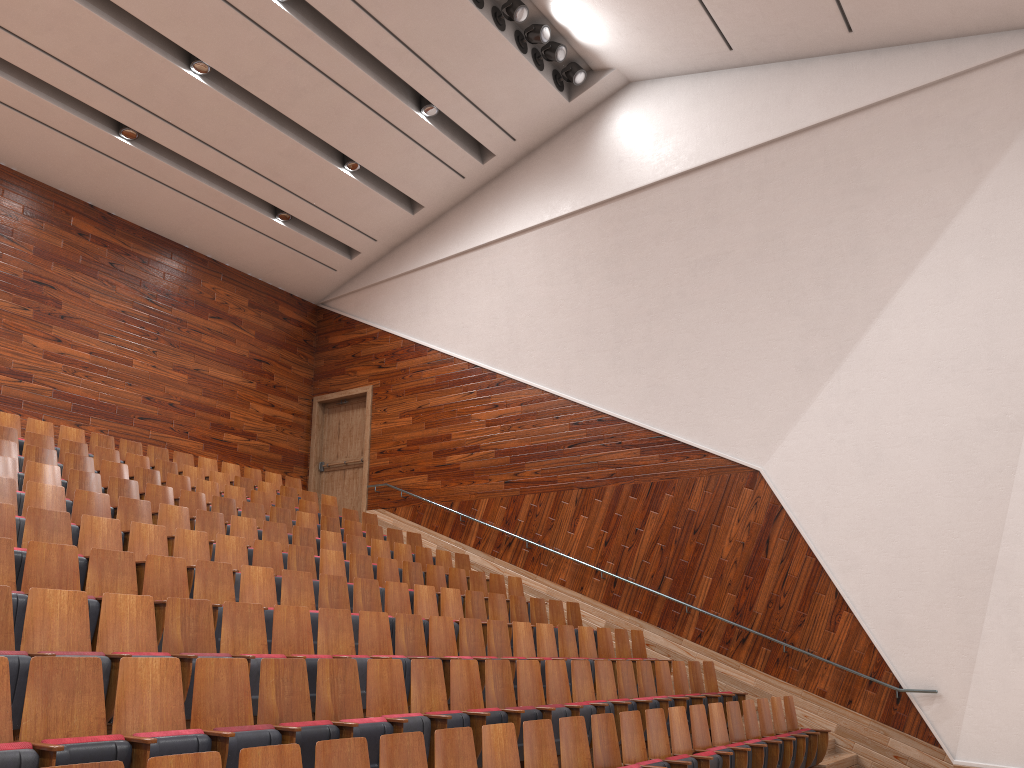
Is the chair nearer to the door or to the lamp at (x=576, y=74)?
the door

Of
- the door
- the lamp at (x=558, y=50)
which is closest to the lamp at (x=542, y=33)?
the lamp at (x=558, y=50)

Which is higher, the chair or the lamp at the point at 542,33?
the lamp at the point at 542,33

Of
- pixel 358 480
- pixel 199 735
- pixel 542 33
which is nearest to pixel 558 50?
pixel 542 33

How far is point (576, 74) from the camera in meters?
1.2 m

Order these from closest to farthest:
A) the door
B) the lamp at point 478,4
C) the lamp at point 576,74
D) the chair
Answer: the chair
the lamp at point 478,4
the lamp at point 576,74
the door

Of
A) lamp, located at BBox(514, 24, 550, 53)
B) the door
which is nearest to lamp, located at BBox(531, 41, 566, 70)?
lamp, located at BBox(514, 24, 550, 53)

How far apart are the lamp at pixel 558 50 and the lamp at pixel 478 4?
0.12m

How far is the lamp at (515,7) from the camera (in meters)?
1.13

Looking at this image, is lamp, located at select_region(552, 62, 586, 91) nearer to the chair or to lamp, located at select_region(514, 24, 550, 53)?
lamp, located at select_region(514, 24, 550, 53)
